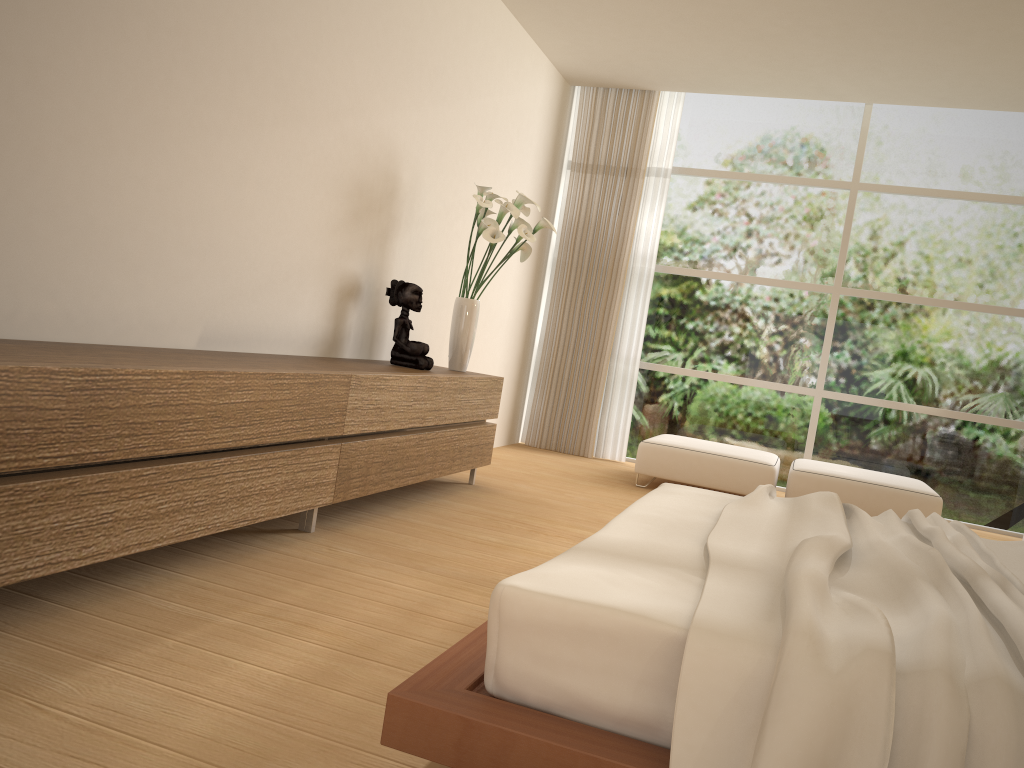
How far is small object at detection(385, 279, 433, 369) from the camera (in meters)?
4.63

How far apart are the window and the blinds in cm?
15

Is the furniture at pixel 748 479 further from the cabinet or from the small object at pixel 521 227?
the small object at pixel 521 227

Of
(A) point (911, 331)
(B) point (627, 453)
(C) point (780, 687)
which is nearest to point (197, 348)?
(C) point (780, 687)

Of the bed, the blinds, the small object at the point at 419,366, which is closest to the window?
the blinds

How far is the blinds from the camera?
7.4m

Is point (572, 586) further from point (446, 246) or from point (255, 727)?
point (446, 246)

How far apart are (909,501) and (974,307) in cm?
204

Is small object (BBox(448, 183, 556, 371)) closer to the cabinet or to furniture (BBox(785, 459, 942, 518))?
the cabinet

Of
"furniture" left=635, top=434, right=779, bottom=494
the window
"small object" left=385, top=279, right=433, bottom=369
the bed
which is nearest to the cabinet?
"small object" left=385, top=279, right=433, bottom=369
